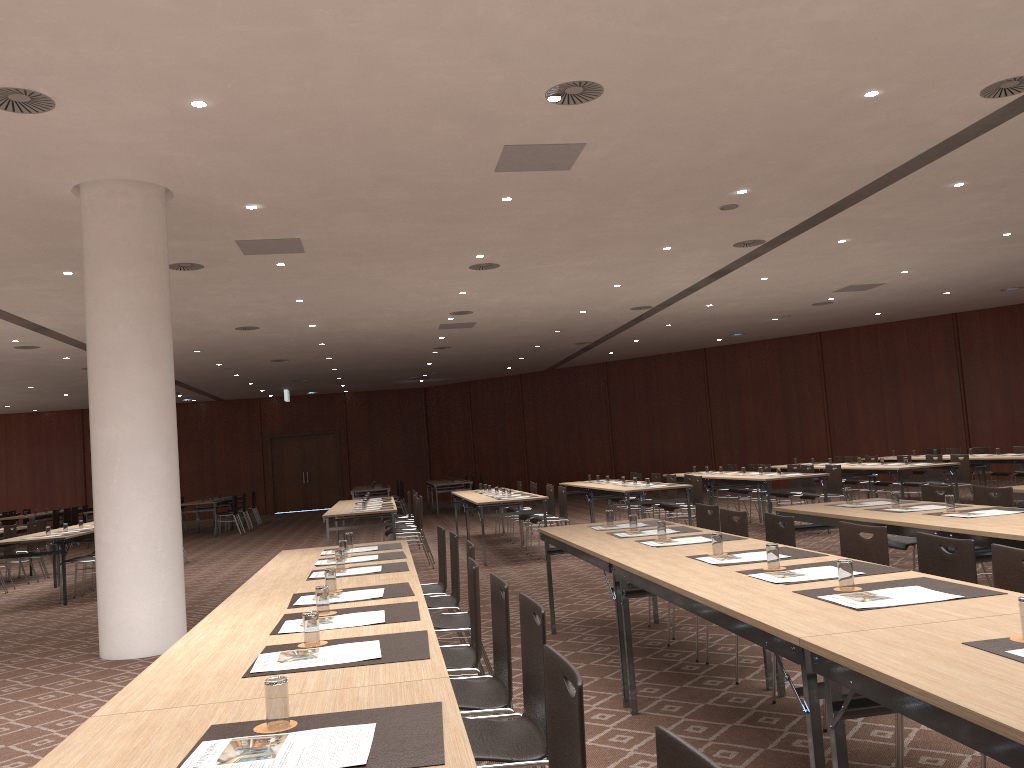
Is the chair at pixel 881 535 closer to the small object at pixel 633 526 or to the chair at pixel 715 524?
the small object at pixel 633 526

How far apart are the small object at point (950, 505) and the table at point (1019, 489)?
1.9m

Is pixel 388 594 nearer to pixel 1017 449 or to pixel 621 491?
pixel 621 491

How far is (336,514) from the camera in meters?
11.4

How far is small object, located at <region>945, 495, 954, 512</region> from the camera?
5.9 meters

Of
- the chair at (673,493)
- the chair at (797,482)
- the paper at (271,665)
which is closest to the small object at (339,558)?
the paper at (271,665)

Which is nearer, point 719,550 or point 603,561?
point 719,550

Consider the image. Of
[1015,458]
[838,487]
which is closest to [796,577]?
[838,487]

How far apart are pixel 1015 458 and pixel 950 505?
8.5m

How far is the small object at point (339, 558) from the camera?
5.27m
